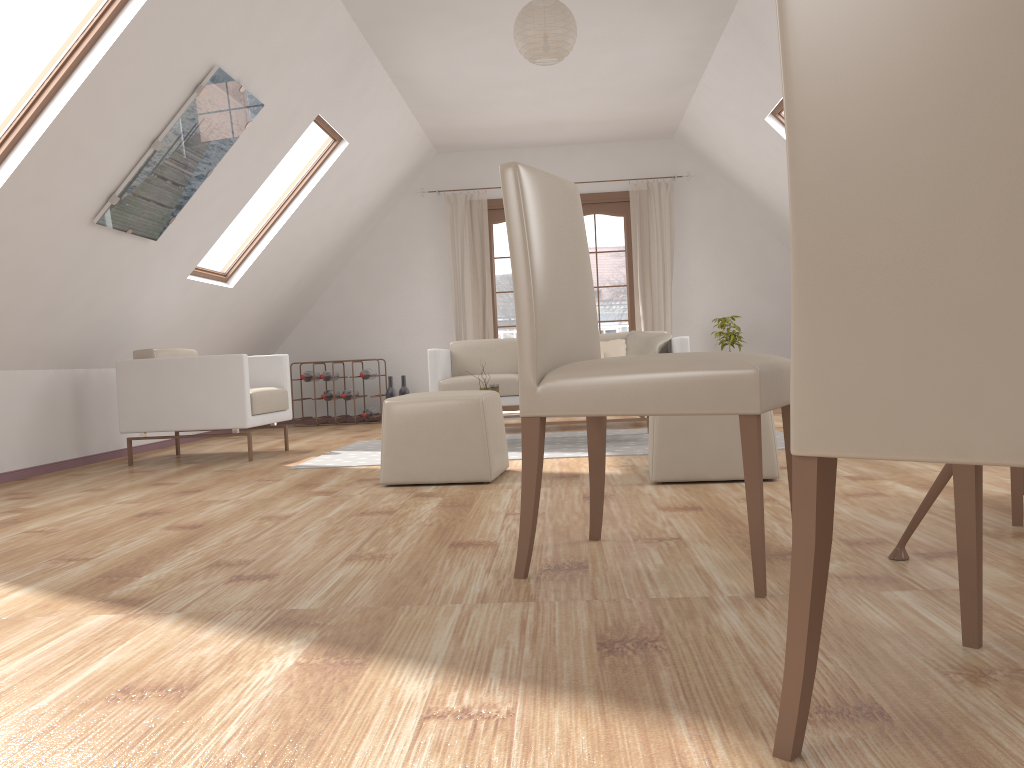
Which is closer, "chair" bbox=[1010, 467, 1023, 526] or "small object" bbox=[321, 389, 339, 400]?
"chair" bbox=[1010, 467, 1023, 526]

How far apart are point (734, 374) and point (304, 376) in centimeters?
684cm

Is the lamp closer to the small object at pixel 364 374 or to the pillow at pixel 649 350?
the pillow at pixel 649 350

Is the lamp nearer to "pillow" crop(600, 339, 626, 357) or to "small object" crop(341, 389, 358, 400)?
"pillow" crop(600, 339, 626, 357)

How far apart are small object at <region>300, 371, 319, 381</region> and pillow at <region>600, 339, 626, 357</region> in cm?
300

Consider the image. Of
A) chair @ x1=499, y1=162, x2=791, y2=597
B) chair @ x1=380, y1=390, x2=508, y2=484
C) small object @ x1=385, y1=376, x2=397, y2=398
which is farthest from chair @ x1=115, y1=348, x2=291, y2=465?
chair @ x1=499, y1=162, x2=791, y2=597

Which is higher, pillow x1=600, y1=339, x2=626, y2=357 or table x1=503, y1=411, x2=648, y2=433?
pillow x1=600, y1=339, x2=626, y2=357

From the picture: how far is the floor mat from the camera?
4.8m

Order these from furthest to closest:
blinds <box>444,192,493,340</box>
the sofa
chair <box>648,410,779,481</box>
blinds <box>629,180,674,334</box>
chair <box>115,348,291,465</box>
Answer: blinds <box>444,192,493,340</box> → blinds <box>629,180,674,334</box> → the sofa → chair <box>115,348,291,465</box> → chair <box>648,410,779,481</box>

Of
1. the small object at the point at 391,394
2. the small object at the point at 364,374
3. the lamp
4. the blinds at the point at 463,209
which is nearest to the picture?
the lamp
